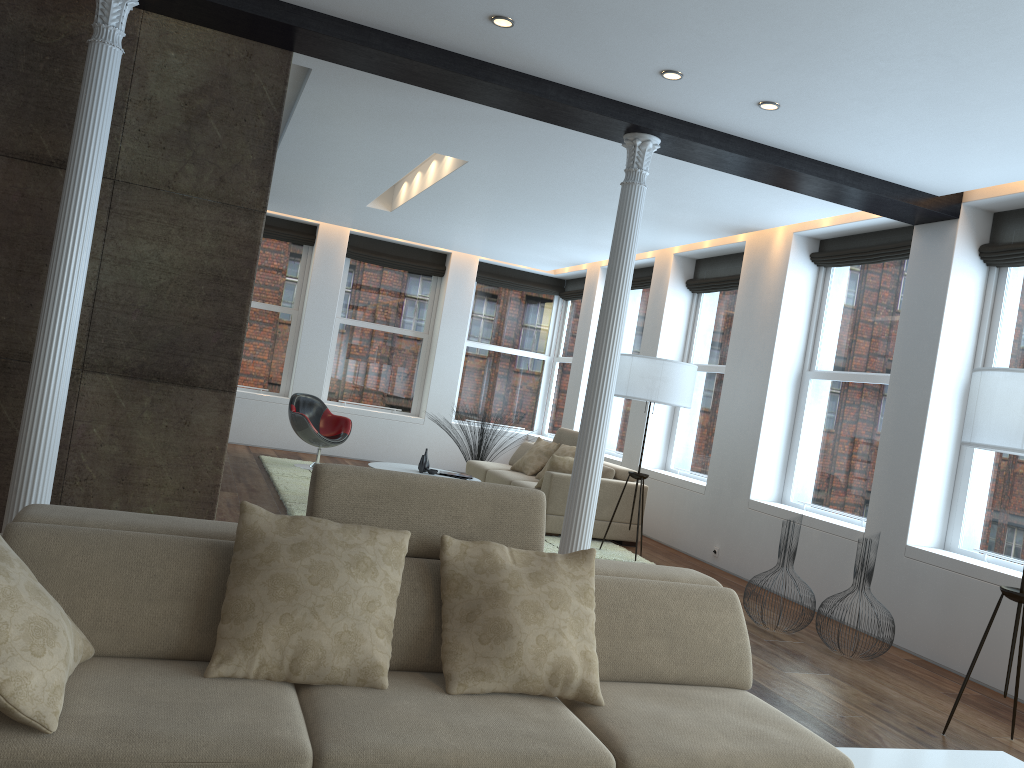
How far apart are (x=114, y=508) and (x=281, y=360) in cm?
729

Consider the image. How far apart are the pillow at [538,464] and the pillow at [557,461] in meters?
1.3

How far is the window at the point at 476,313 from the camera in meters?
12.8

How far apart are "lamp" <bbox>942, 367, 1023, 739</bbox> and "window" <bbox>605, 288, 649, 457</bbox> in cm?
652

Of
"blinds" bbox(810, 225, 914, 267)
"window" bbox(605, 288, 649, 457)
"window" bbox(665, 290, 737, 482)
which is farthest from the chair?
"blinds" bbox(810, 225, 914, 267)

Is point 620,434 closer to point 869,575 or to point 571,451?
point 571,451

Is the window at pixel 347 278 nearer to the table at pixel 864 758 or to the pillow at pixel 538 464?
the pillow at pixel 538 464

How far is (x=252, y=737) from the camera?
2.0m

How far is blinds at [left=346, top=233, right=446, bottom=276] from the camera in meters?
12.0 m

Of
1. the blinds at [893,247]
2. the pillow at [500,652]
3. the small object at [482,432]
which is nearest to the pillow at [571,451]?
the small object at [482,432]
